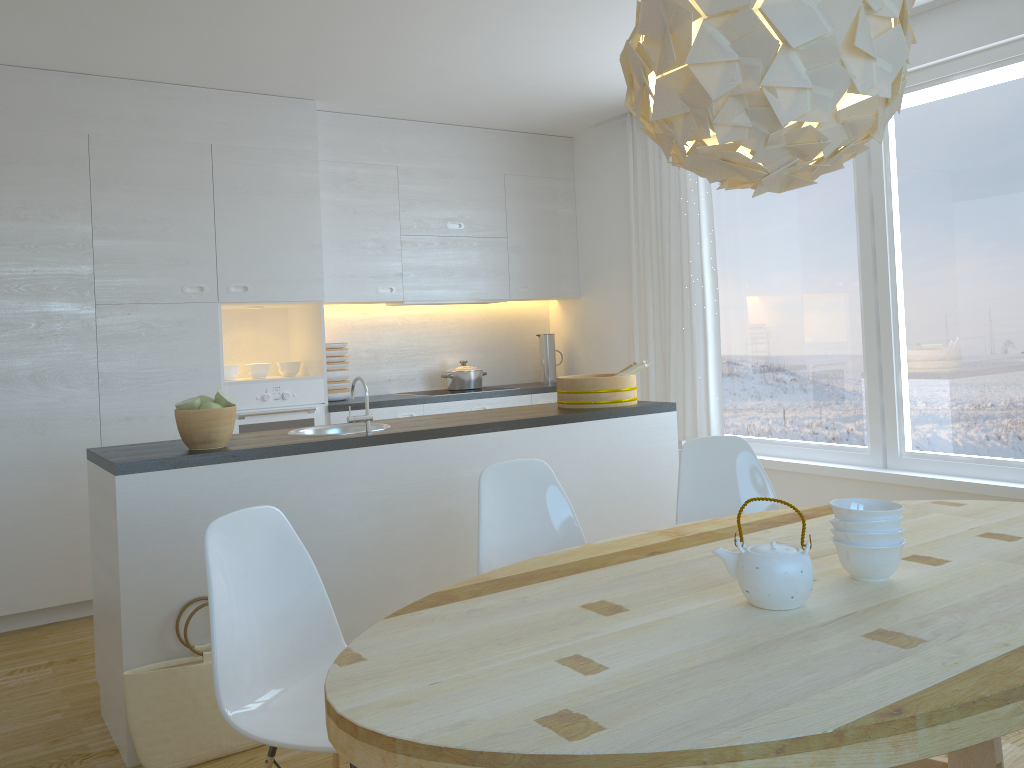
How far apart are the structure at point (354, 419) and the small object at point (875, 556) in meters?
1.9 m

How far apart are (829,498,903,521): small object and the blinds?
3.2m

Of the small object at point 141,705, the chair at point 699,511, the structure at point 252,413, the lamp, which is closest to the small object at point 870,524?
the lamp

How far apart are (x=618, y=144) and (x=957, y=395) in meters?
2.7

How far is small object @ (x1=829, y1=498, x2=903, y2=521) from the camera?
1.87m

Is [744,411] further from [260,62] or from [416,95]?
[260,62]

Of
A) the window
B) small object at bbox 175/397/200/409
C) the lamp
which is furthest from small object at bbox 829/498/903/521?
the window

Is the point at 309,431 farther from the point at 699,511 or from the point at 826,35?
the point at 826,35

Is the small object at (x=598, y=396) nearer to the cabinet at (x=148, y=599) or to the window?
the cabinet at (x=148, y=599)

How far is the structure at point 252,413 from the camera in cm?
482
